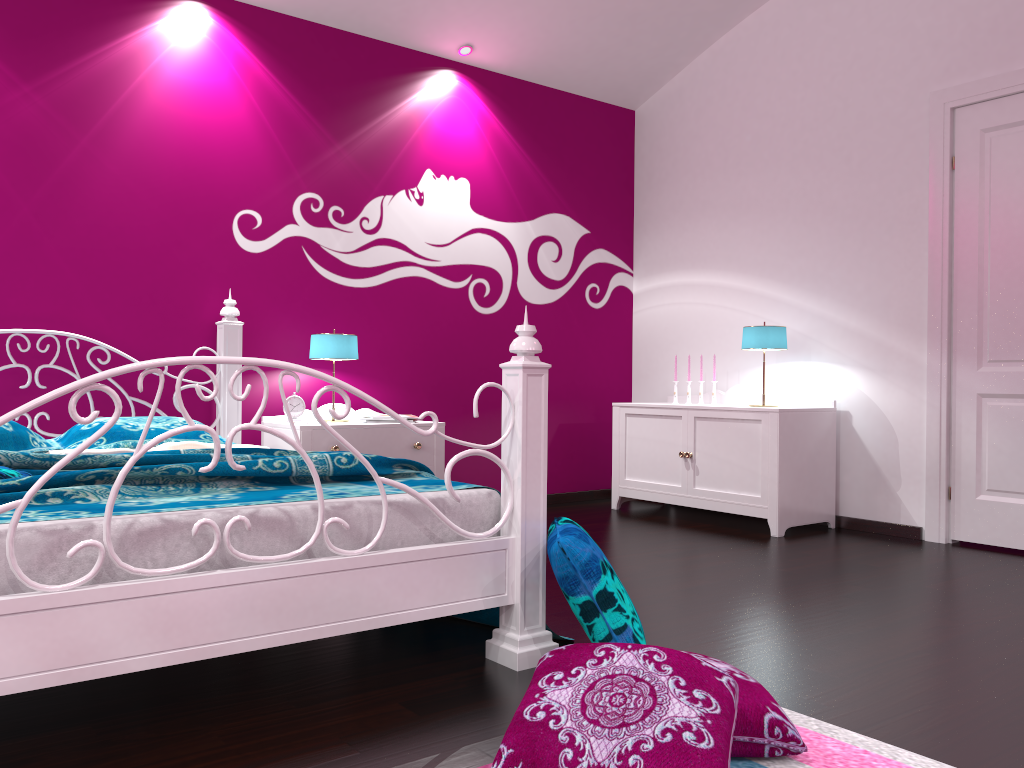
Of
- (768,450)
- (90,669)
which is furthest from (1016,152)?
(90,669)

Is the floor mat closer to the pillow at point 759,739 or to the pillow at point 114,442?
the pillow at point 759,739

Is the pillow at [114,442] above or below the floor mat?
above

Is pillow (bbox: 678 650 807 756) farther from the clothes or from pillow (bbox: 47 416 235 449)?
pillow (bbox: 47 416 235 449)

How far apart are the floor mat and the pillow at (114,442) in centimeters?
248cm

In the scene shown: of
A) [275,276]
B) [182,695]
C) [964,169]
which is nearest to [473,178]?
[275,276]

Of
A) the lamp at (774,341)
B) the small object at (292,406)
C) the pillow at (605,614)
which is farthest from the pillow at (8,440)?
the lamp at (774,341)

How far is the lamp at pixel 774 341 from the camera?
4.5m

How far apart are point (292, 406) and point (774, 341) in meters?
2.4

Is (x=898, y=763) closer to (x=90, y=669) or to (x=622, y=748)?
(x=622, y=748)
